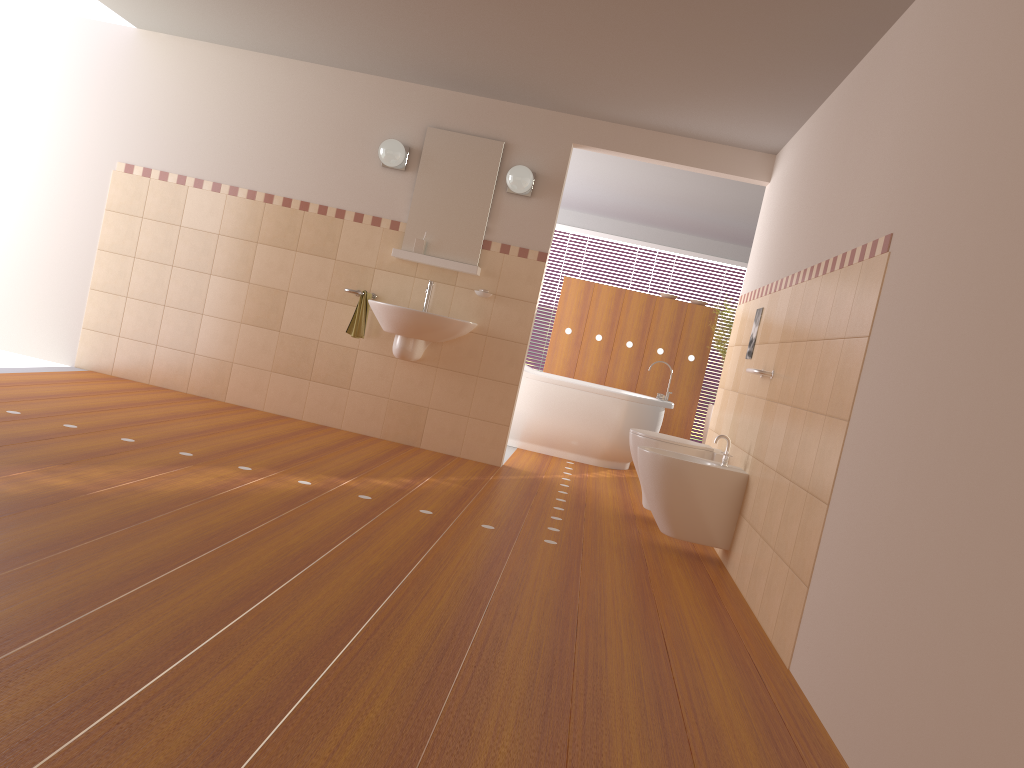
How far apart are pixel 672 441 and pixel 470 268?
1.7m

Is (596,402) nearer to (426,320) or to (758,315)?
(426,320)

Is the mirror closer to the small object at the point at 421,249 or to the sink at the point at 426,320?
the small object at the point at 421,249

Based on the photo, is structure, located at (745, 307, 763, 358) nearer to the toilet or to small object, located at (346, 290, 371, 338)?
the toilet

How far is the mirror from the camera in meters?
5.6 m

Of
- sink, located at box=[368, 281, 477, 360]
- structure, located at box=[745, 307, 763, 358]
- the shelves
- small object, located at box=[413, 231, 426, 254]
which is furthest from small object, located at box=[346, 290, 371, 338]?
structure, located at box=[745, 307, 763, 358]

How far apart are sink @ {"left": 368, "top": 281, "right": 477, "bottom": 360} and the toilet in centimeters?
124cm

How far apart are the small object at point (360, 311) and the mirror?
0.4m

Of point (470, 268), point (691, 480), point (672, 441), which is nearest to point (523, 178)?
point (470, 268)

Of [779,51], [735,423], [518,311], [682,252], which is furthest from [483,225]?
[682,252]
